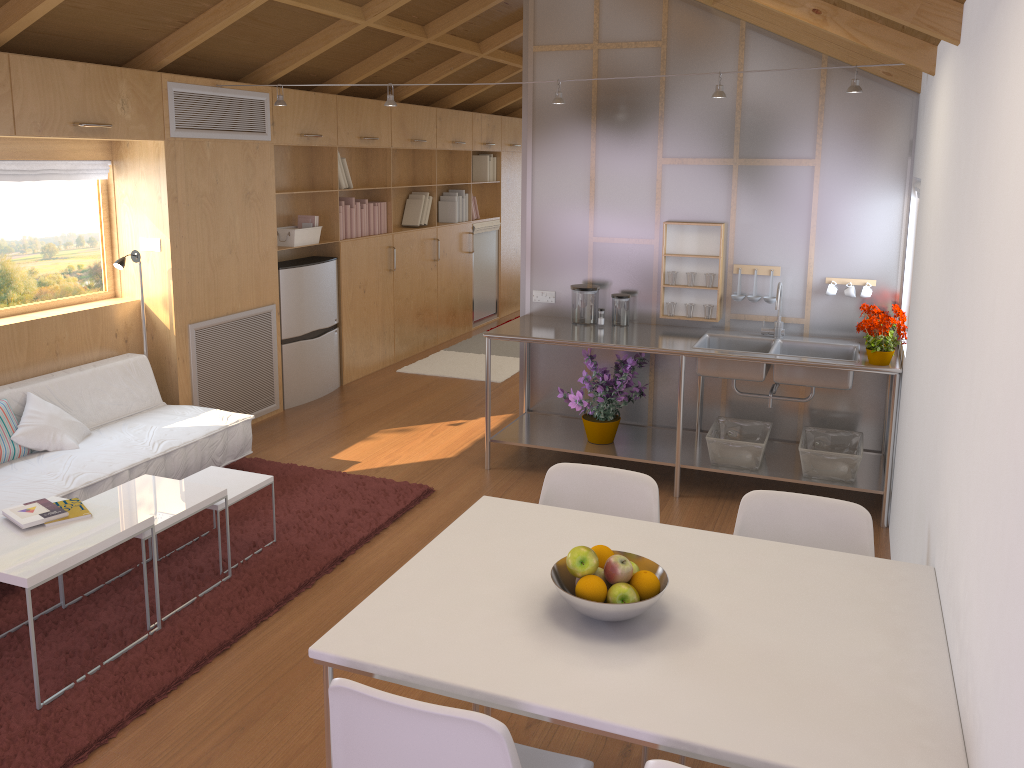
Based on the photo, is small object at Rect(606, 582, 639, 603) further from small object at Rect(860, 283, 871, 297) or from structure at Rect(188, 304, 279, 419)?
structure at Rect(188, 304, 279, 419)

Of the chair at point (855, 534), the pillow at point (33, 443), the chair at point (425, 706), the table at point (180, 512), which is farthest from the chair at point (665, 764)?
the pillow at point (33, 443)

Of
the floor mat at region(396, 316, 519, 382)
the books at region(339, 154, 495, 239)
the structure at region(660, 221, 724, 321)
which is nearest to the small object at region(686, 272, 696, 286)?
the structure at region(660, 221, 724, 321)

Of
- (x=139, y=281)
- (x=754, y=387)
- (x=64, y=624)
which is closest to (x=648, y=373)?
(x=754, y=387)

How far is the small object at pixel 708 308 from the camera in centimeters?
491cm

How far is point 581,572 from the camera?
1.91m

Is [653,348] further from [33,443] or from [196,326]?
[33,443]

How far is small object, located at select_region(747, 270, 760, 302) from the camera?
4.8m

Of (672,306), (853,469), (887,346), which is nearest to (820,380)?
(887,346)

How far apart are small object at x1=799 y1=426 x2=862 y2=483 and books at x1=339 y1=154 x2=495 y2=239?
3.7 meters
